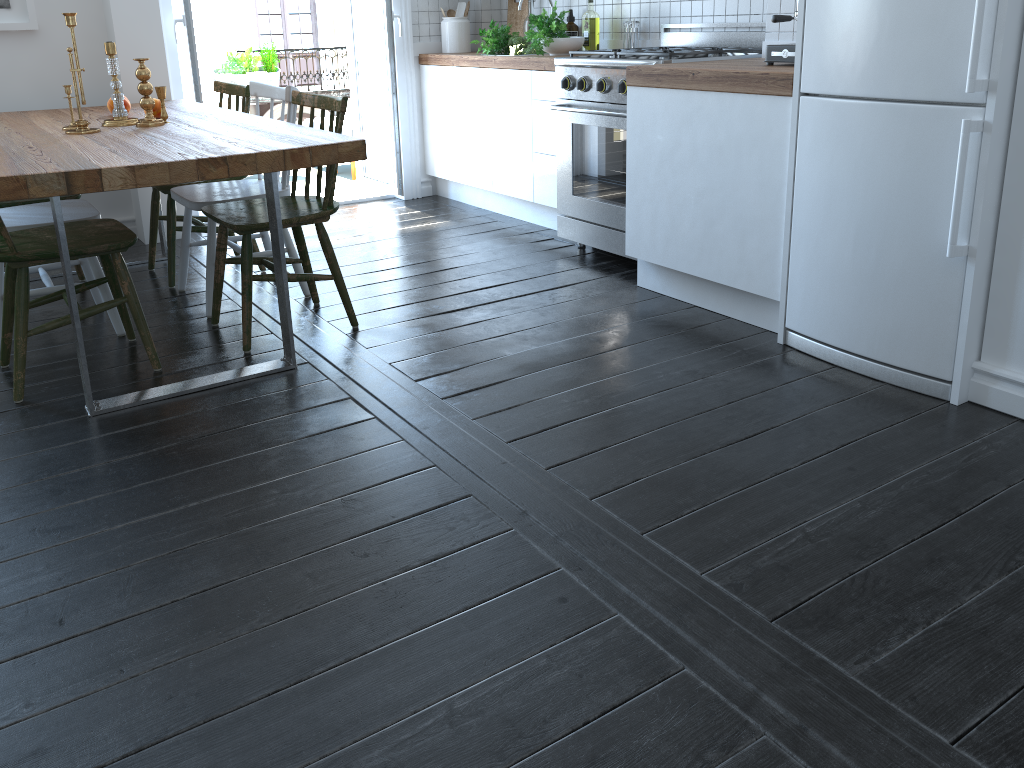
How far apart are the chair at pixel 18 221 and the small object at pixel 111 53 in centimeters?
30cm

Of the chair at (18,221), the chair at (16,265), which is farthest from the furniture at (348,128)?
the chair at (16,265)

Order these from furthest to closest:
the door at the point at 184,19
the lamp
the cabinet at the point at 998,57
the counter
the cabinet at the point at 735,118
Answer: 1. the lamp
2. the door at the point at 184,19
3. the cabinet at the point at 735,118
4. the counter
5. the cabinet at the point at 998,57

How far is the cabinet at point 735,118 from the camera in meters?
2.8 m

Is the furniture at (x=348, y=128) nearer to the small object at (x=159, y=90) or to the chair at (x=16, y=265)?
the small object at (x=159, y=90)

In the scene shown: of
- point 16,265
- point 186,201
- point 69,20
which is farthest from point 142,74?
point 16,265

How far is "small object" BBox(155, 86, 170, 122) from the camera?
3.3m

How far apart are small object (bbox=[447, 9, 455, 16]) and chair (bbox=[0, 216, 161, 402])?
2.9 meters

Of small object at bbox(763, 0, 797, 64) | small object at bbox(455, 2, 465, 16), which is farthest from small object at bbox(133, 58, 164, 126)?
small object at bbox(455, 2, 465, 16)

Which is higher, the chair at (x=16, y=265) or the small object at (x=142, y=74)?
the small object at (x=142, y=74)
